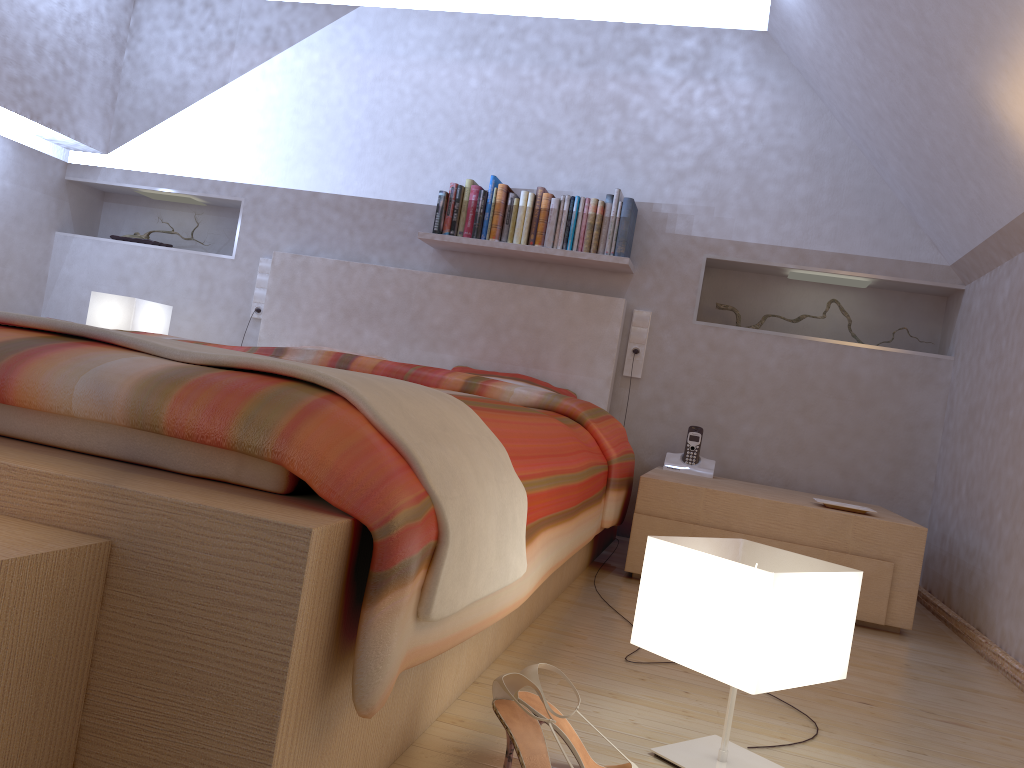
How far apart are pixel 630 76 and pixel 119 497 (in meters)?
3.44

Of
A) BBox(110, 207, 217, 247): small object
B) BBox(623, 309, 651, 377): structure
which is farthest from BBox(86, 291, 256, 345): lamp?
BBox(623, 309, 651, 377): structure

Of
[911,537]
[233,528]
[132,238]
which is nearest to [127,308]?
[132,238]

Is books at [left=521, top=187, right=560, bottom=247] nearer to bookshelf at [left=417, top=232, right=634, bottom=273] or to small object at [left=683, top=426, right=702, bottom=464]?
bookshelf at [left=417, top=232, right=634, bottom=273]

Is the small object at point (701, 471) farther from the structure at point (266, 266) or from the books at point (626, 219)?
the structure at point (266, 266)

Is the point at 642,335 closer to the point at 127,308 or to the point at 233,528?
the point at 127,308

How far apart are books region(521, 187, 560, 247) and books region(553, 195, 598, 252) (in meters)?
0.03

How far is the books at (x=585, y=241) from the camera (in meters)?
3.67

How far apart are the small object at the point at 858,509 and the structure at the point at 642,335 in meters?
1.1 m

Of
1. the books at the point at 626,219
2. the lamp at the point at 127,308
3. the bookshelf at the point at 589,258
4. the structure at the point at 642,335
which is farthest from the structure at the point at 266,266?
the structure at the point at 642,335
